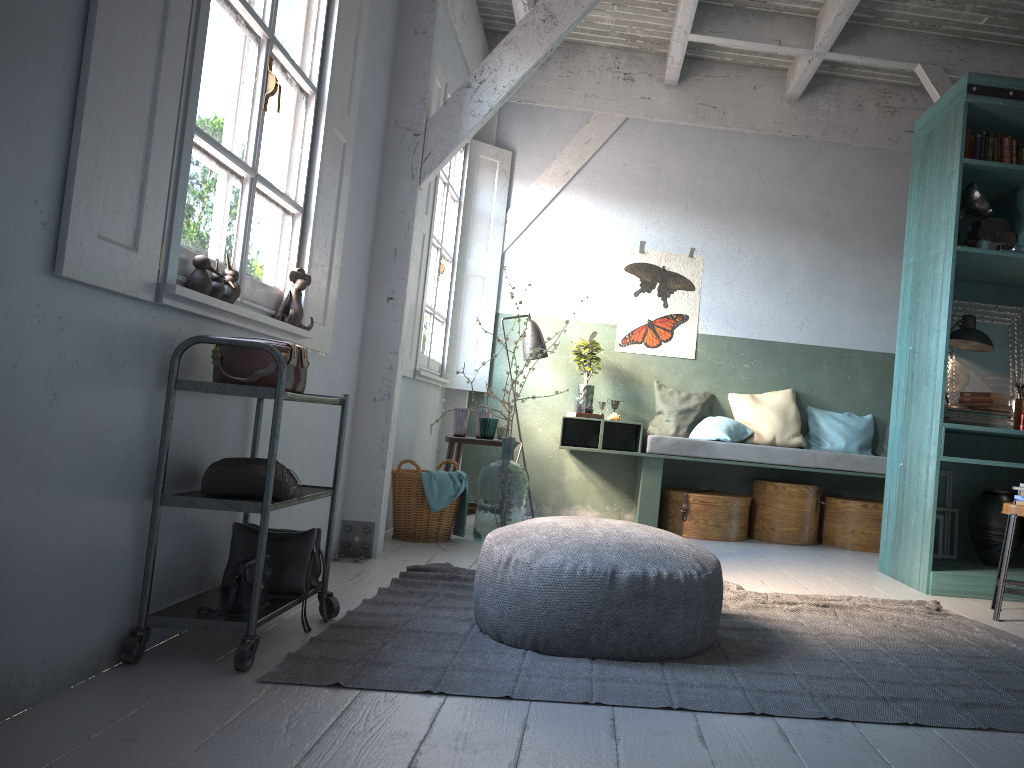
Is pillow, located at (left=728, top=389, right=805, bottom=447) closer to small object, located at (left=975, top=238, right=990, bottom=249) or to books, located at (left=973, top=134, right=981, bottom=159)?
small object, located at (left=975, top=238, right=990, bottom=249)

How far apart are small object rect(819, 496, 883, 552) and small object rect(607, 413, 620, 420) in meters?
1.9 m

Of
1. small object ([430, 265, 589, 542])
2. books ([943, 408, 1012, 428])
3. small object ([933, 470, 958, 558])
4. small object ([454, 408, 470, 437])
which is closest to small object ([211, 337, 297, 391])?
small object ([430, 265, 589, 542])

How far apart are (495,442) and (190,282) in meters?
3.9

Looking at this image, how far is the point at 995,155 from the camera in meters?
5.5 m

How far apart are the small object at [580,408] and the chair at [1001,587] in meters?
3.4 m

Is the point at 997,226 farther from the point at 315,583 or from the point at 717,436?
the point at 315,583

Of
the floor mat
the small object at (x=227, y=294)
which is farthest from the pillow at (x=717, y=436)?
the small object at (x=227, y=294)

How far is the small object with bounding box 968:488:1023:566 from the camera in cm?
558

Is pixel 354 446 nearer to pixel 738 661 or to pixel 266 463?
pixel 266 463
